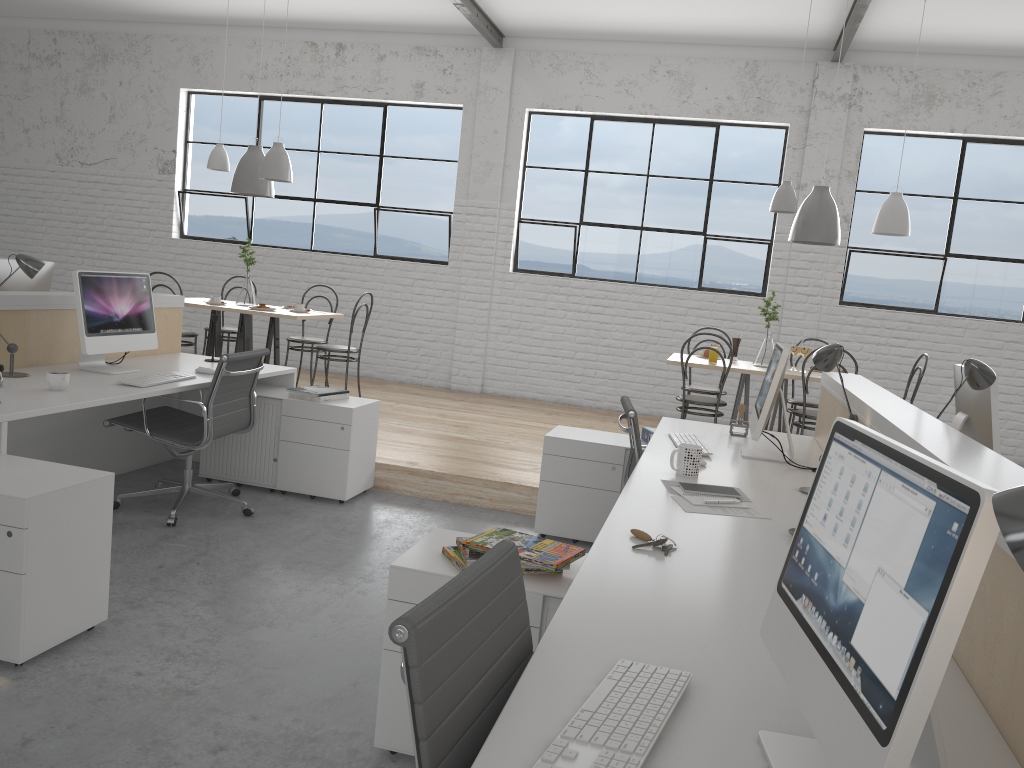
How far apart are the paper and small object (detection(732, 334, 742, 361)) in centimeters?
291cm

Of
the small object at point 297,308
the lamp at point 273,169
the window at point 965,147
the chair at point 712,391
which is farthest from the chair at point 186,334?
the window at point 965,147

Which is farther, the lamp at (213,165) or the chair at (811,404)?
the lamp at (213,165)

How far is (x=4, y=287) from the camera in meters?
3.5

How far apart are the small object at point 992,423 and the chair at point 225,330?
4.4 meters

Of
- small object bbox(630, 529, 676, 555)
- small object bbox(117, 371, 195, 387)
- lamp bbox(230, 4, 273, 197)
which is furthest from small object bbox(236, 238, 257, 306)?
small object bbox(630, 529, 676, 555)

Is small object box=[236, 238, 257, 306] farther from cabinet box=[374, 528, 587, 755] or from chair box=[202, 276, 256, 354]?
cabinet box=[374, 528, 587, 755]

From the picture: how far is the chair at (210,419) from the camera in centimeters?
314cm

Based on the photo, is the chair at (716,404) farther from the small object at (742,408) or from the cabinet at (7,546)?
the cabinet at (7,546)

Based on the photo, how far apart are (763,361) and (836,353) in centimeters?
237cm
